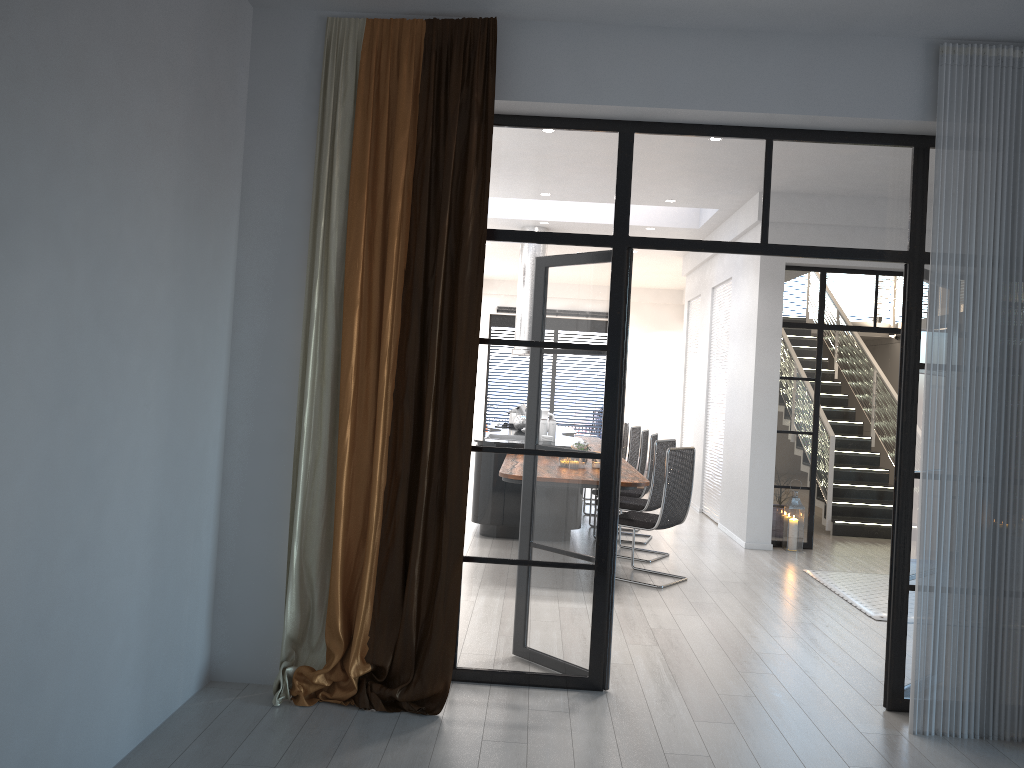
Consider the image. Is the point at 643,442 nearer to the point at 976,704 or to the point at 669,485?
the point at 669,485

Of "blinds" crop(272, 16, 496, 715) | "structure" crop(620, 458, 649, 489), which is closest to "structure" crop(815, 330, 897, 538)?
"structure" crop(620, 458, 649, 489)

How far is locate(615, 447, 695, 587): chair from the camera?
6.49m

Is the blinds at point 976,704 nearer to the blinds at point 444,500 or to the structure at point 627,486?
the blinds at point 444,500

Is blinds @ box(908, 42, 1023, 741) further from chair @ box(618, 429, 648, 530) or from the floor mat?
chair @ box(618, 429, 648, 530)

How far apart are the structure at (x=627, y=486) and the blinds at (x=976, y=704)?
2.35m

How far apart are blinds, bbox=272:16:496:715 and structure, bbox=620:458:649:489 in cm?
243

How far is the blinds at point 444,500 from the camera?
3.8m

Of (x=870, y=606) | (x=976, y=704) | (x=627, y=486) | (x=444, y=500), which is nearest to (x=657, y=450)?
(x=627, y=486)

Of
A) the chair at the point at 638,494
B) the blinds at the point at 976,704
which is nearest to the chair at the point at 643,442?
the chair at the point at 638,494
